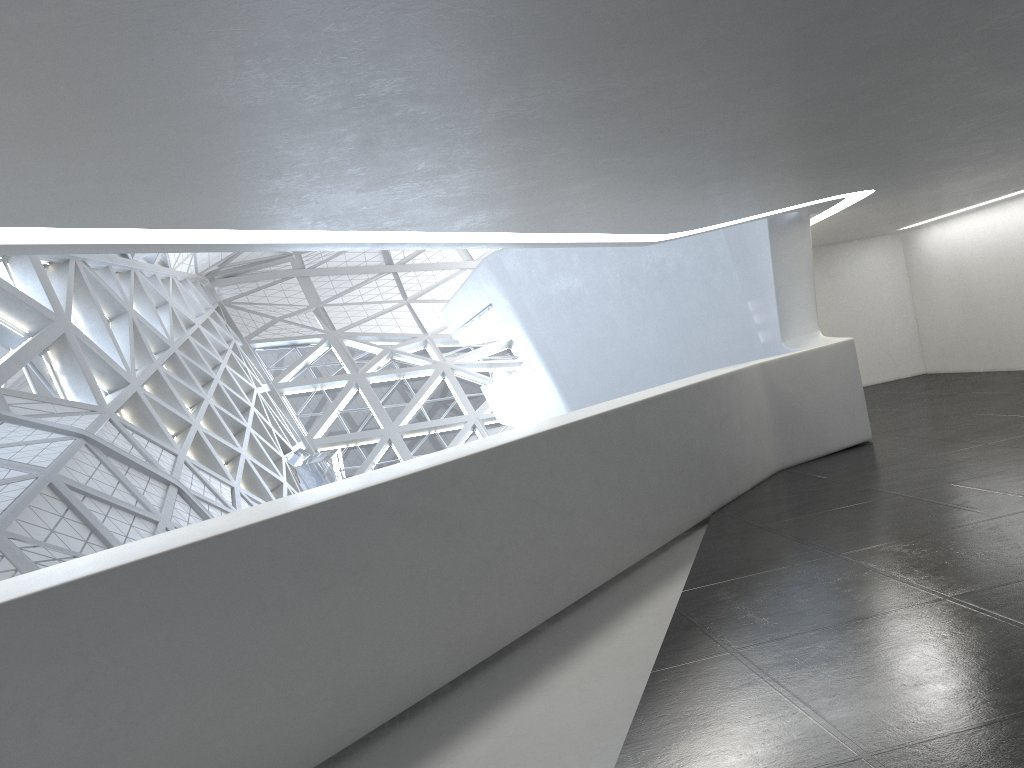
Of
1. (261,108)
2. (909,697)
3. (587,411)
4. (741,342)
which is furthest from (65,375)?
(909,697)

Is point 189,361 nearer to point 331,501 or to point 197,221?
point 197,221
